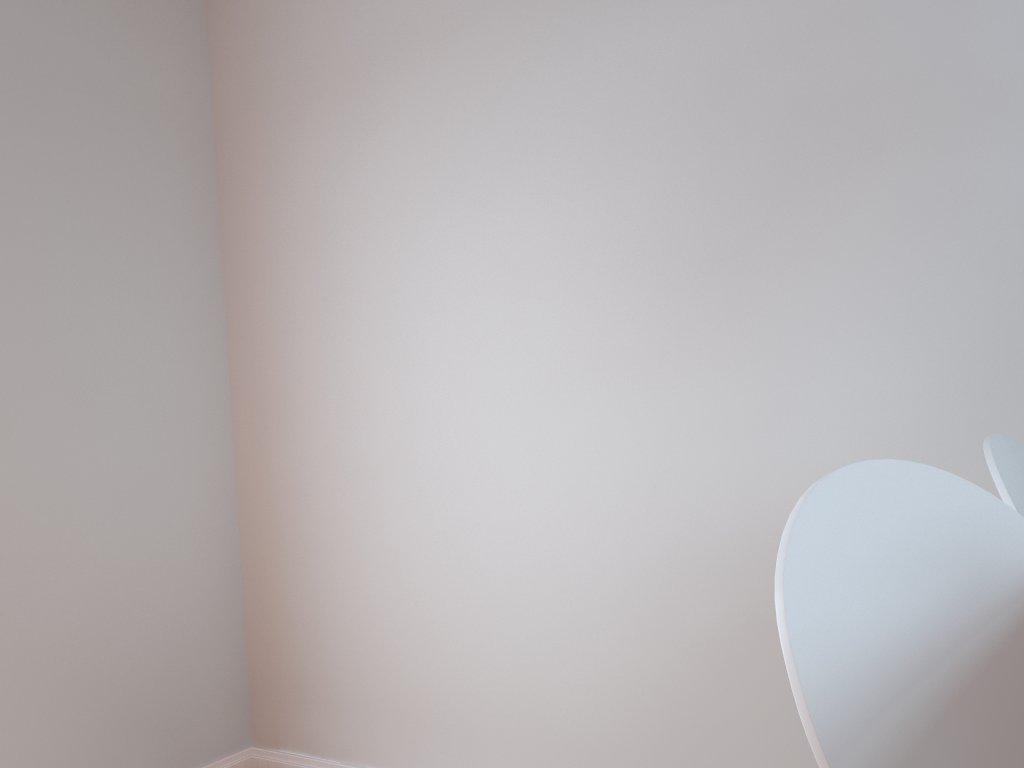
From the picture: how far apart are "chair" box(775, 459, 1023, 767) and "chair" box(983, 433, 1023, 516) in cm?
18

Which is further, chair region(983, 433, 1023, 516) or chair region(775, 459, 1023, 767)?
chair region(983, 433, 1023, 516)

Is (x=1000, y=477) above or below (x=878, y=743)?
above

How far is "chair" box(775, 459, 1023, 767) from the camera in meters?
0.7 m

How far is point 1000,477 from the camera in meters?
1.1 m

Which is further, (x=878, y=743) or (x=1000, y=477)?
(x=1000, y=477)

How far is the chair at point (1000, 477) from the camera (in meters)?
1.13

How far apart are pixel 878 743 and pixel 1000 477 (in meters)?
0.55
